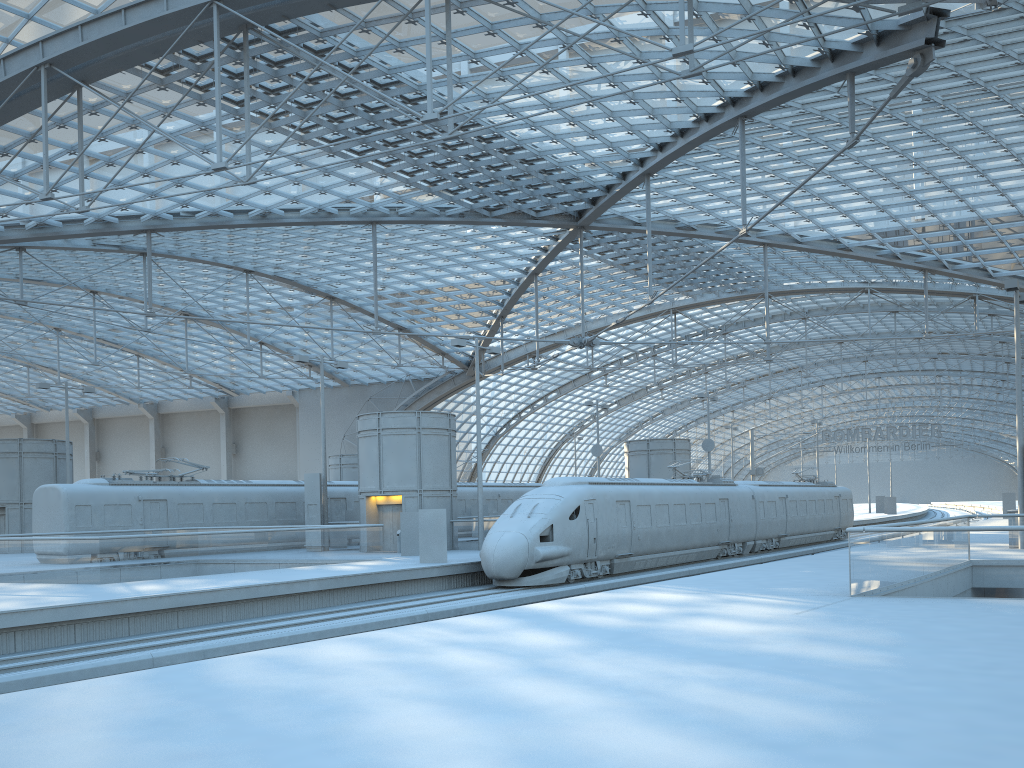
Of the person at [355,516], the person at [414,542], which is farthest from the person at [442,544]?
the person at [355,516]

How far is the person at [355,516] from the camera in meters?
39.7

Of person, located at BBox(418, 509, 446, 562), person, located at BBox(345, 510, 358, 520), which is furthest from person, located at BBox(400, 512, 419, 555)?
person, located at BBox(345, 510, 358, 520)

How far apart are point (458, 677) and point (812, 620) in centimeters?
583cm

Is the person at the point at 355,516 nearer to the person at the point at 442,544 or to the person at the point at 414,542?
the person at the point at 414,542

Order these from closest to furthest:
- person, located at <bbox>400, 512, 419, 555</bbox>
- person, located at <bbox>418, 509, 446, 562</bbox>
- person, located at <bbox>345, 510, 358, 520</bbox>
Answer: person, located at <bbox>418, 509, 446, 562</bbox>, person, located at <bbox>400, 512, 419, 555</bbox>, person, located at <bbox>345, 510, 358, 520</bbox>

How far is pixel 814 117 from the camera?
33.7m

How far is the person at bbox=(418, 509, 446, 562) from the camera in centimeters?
2664cm

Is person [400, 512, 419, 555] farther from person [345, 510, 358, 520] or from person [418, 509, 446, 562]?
person [345, 510, 358, 520]

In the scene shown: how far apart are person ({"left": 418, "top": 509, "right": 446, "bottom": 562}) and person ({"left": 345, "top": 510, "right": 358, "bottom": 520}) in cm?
1371
